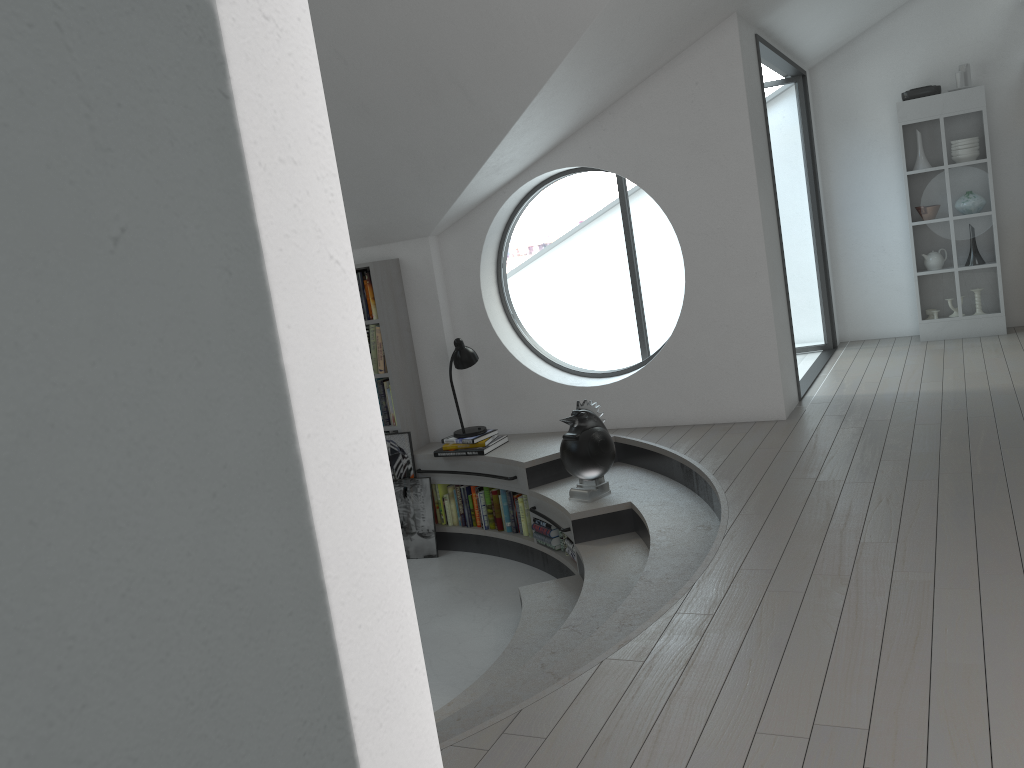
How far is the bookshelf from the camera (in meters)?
6.11

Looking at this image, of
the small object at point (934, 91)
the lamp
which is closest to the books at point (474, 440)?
the lamp

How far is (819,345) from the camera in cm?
776

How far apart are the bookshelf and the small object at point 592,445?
1.6 meters

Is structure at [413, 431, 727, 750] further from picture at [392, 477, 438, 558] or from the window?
the window

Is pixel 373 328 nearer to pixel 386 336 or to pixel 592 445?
pixel 386 336

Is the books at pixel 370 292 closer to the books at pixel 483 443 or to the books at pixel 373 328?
the books at pixel 373 328

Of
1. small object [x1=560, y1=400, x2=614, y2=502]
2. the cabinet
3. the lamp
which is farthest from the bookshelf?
the cabinet

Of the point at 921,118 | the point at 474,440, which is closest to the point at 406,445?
the point at 474,440

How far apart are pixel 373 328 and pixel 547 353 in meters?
17.7 m
